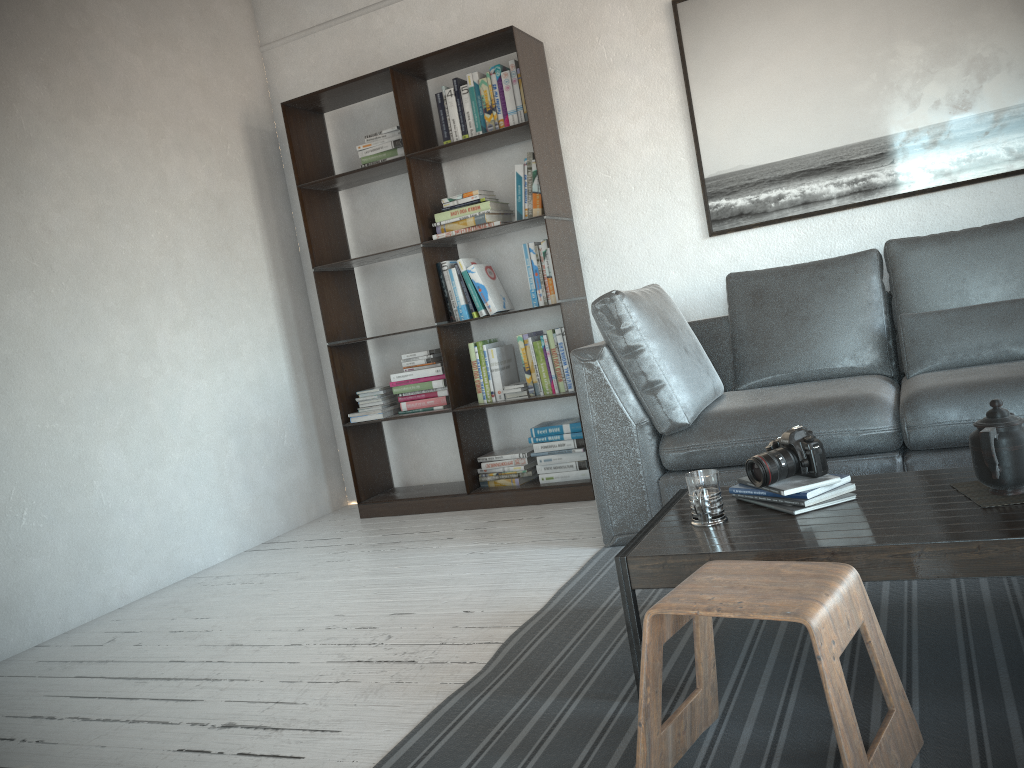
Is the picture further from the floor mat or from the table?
the table

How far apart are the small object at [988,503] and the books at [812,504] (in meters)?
0.21

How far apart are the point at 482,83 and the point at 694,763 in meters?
3.2 m

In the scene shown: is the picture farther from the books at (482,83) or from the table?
the table

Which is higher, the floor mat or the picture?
the picture

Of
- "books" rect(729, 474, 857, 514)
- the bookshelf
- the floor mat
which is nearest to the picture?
the bookshelf

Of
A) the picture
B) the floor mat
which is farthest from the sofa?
the picture

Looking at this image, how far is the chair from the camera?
1.3m

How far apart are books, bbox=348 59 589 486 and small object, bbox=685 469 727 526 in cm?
198

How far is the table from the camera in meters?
1.6
